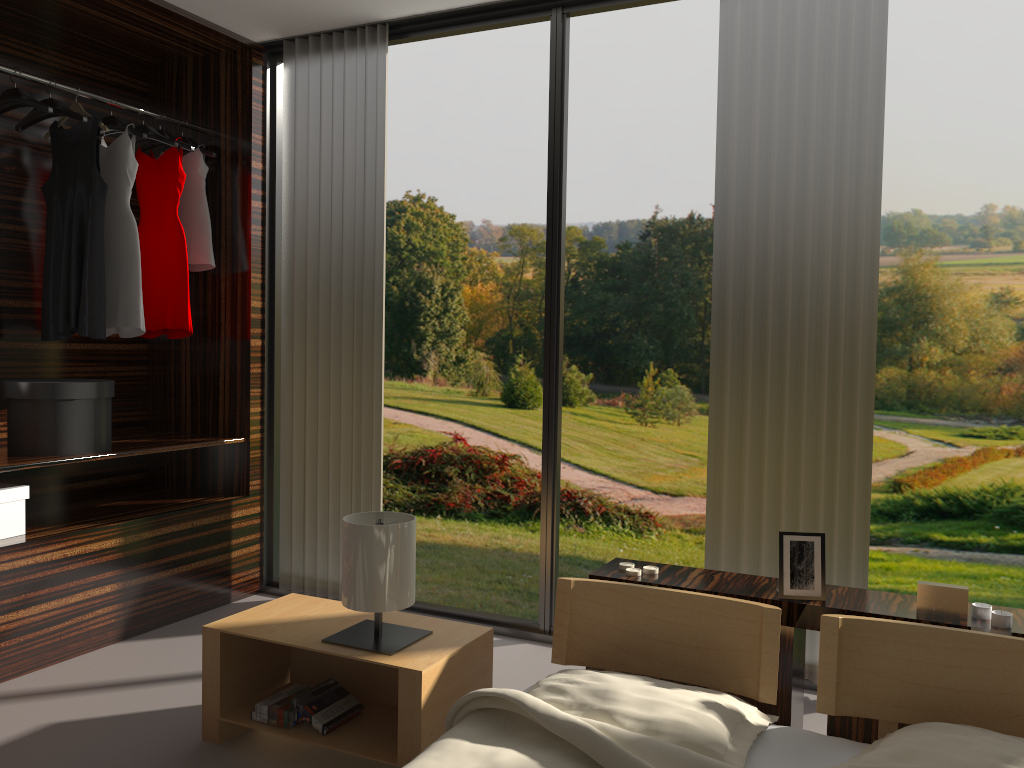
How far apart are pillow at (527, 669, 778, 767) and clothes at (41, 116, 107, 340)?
2.3m

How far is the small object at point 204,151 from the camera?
3.8 meters

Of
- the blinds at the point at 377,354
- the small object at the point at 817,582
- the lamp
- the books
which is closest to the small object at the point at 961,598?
the small object at the point at 817,582

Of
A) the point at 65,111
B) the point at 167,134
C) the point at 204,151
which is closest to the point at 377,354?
the point at 204,151

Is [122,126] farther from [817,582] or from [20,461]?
[817,582]

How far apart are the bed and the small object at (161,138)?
2.5m

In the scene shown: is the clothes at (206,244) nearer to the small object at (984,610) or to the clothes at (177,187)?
the clothes at (177,187)

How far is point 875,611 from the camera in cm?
210

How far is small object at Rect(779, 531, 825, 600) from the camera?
2.19m

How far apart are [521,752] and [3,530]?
2.15m
